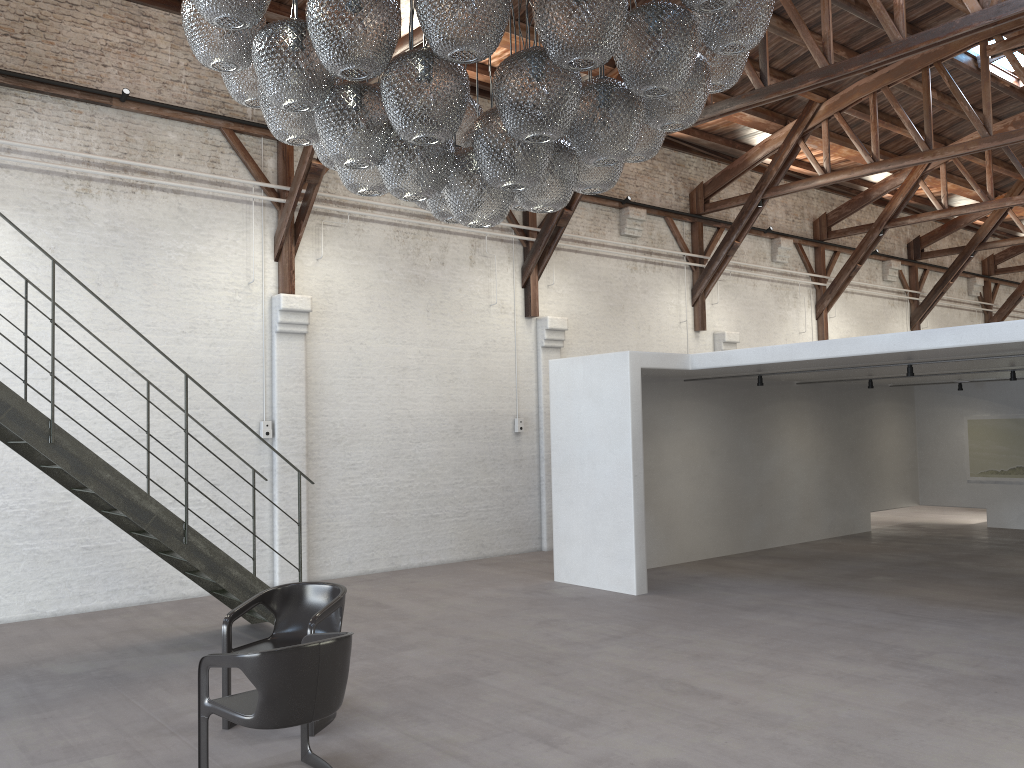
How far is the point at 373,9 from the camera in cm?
325

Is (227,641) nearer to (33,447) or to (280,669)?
(280,669)

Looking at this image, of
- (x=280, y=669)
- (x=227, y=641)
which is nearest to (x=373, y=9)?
(x=280, y=669)

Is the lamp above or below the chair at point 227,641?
above

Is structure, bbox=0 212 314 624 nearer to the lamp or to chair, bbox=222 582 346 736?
chair, bbox=222 582 346 736

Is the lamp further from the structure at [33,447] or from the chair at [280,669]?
the structure at [33,447]

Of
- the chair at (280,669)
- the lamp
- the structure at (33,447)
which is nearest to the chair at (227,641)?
the chair at (280,669)

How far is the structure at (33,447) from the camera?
6.2 meters

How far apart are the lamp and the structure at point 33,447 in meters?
3.1

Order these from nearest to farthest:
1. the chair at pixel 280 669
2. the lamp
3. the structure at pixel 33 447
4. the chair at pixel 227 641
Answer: the lamp
the chair at pixel 280 669
the chair at pixel 227 641
the structure at pixel 33 447
